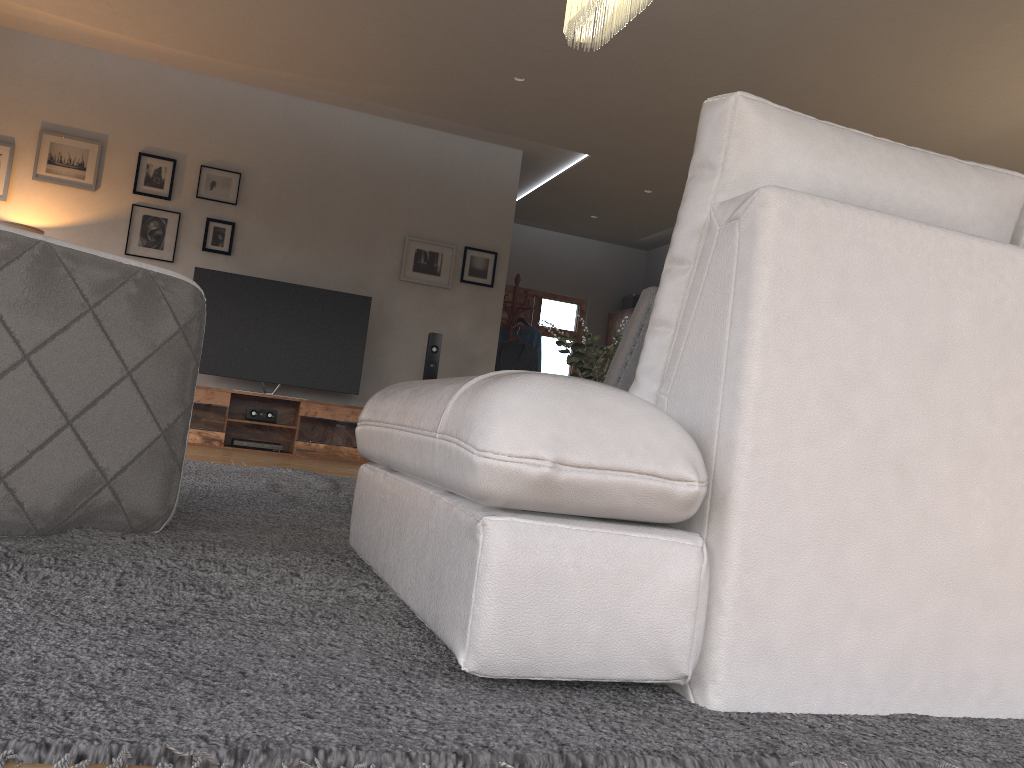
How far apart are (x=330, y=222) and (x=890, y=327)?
6.2 meters

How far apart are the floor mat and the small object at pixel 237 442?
2.1m

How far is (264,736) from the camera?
0.9m

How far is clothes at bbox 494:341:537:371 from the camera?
8.2 meters

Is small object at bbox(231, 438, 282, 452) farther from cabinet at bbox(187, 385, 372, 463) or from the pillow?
the pillow

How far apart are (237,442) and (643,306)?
5.3m

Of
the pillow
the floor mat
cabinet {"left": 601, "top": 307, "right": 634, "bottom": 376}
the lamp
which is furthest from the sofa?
cabinet {"left": 601, "top": 307, "right": 634, "bottom": 376}

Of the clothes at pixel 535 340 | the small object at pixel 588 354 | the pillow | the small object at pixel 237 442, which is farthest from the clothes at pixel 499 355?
the pillow

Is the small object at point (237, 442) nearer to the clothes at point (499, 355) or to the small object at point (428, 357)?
the small object at point (428, 357)

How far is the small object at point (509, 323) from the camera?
8.3 meters
